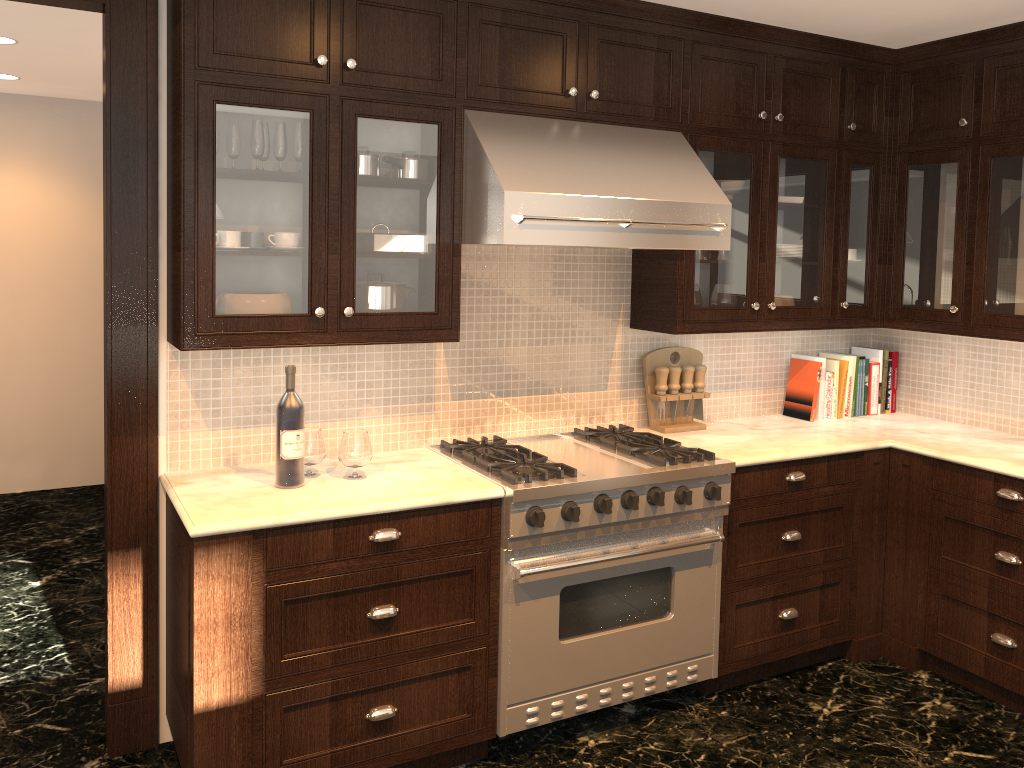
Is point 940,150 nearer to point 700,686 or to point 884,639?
point 884,639

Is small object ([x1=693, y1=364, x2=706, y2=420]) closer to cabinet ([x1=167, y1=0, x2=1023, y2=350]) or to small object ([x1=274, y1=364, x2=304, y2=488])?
cabinet ([x1=167, y1=0, x2=1023, y2=350])

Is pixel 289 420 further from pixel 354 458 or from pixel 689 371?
pixel 689 371

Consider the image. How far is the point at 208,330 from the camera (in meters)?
2.62

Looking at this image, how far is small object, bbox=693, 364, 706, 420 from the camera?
3.8m

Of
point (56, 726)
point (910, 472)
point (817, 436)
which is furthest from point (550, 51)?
point (56, 726)

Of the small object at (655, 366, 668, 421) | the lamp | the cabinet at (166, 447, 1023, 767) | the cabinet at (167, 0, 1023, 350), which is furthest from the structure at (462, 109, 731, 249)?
the lamp

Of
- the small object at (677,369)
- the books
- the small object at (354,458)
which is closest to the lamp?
the small object at (354,458)

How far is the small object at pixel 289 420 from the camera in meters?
2.7 m

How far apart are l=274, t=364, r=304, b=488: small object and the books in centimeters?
239cm
